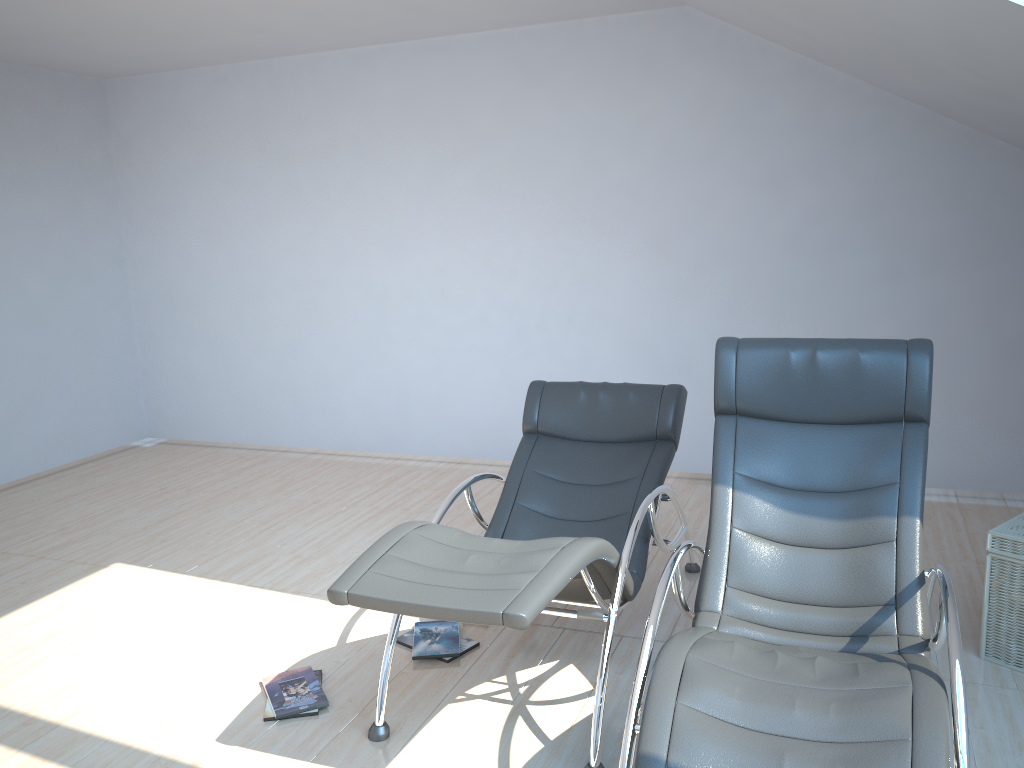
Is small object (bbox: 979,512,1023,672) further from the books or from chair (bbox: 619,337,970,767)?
the books

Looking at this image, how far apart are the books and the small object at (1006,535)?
1.95m

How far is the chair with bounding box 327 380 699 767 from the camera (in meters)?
2.51

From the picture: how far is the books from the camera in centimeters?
318cm

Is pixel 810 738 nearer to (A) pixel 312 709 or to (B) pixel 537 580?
(B) pixel 537 580

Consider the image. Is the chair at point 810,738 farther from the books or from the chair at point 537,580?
the books

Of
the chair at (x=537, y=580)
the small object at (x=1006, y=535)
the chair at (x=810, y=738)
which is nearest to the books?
the chair at (x=537, y=580)

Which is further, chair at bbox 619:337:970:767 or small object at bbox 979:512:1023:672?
small object at bbox 979:512:1023:672

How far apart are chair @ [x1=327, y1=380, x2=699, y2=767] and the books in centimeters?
28cm

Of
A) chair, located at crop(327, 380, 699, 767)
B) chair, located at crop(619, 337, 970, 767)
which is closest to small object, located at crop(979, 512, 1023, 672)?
chair, located at crop(619, 337, 970, 767)
